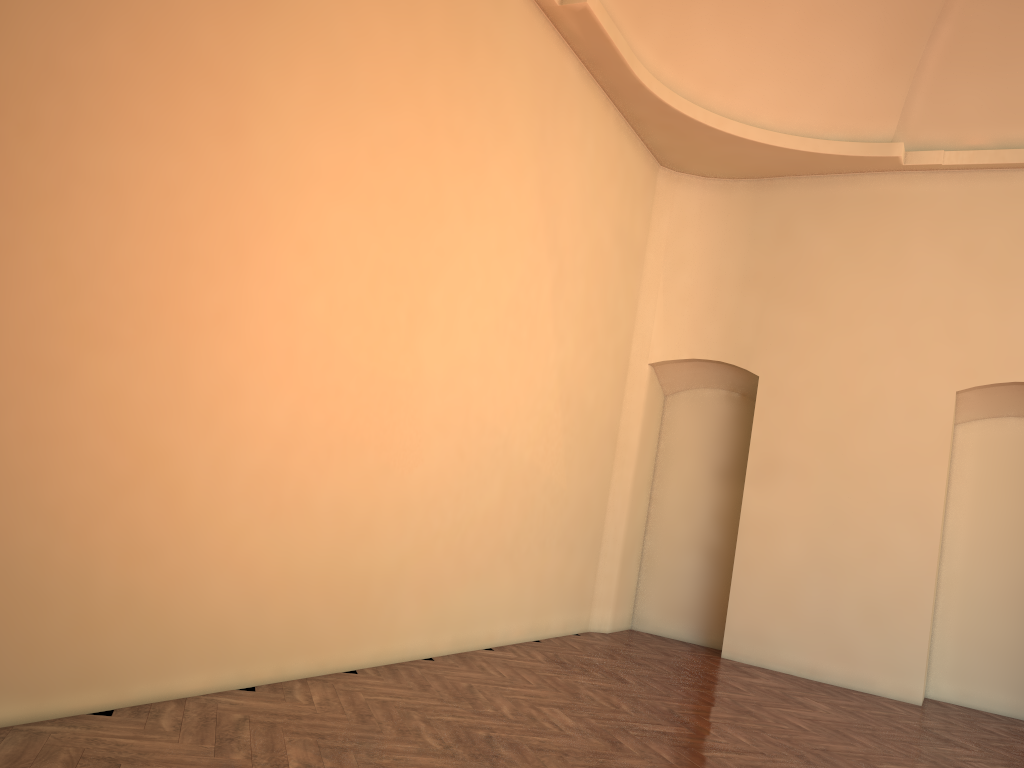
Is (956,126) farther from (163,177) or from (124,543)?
(124,543)
